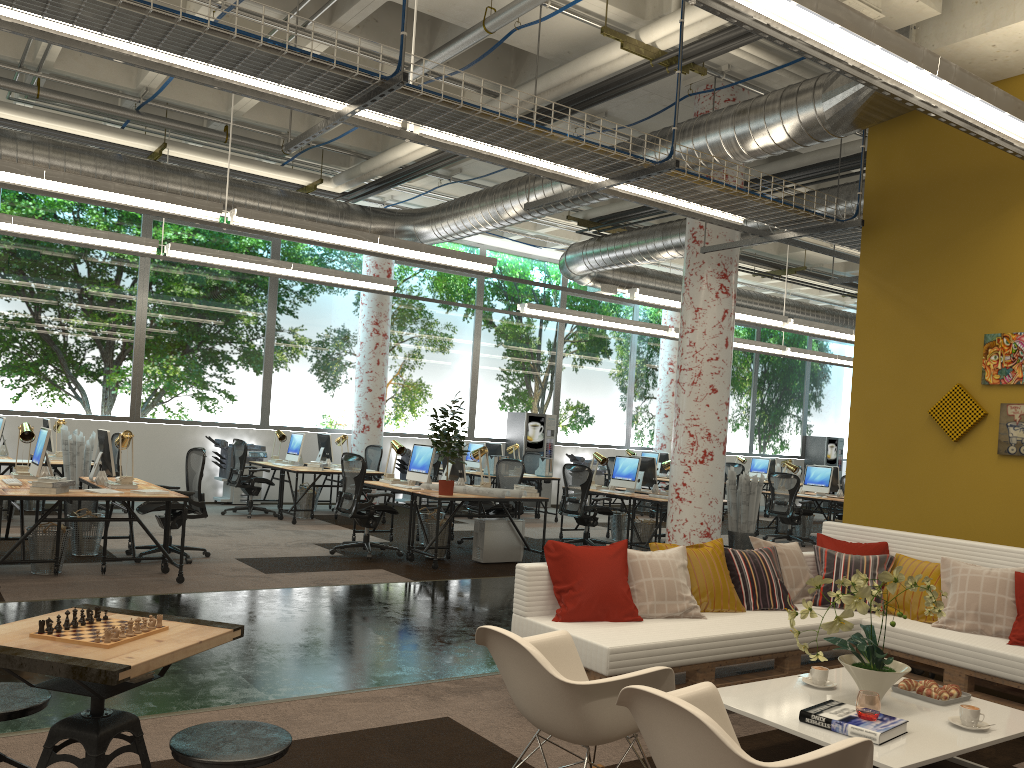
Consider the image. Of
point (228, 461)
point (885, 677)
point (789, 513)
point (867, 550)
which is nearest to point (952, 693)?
point (885, 677)

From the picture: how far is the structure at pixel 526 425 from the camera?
16.87m

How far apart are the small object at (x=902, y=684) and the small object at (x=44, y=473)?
7.2 meters

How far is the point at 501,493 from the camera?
9.08m

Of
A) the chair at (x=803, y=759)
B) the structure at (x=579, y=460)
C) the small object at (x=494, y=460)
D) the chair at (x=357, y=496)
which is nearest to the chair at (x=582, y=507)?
the small object at (x=494, y=460)

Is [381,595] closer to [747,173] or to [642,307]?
[747,173]

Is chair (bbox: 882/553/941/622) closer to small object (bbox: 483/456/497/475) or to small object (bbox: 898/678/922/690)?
small object (bbox: 898/678/922/690)

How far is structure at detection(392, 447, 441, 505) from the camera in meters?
15.6

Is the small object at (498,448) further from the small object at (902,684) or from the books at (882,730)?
the books at (882,730)

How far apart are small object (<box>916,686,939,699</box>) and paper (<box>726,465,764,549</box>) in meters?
6.7 m
